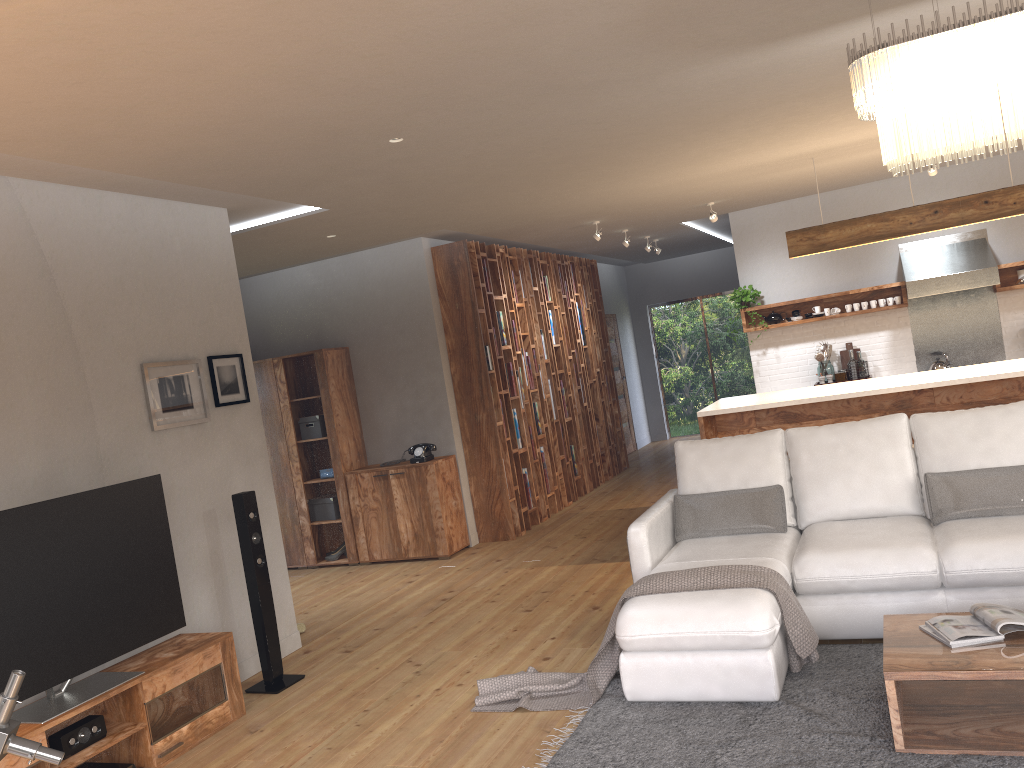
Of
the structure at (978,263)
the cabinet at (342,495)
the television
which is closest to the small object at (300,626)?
the television

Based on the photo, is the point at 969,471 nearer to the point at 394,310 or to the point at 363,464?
the point at 394,310

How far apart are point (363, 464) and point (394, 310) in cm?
146

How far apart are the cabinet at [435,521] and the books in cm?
471

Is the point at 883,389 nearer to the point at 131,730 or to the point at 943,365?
the point at 943,365

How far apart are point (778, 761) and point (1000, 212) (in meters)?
4.79

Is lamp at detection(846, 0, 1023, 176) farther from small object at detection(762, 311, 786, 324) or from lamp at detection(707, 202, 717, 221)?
small object at detection(762, 311, 786, 324)

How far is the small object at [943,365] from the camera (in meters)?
8.67

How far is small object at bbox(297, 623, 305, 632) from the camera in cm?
592

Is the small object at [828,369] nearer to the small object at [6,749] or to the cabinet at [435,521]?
the cabinet at [435,521]
